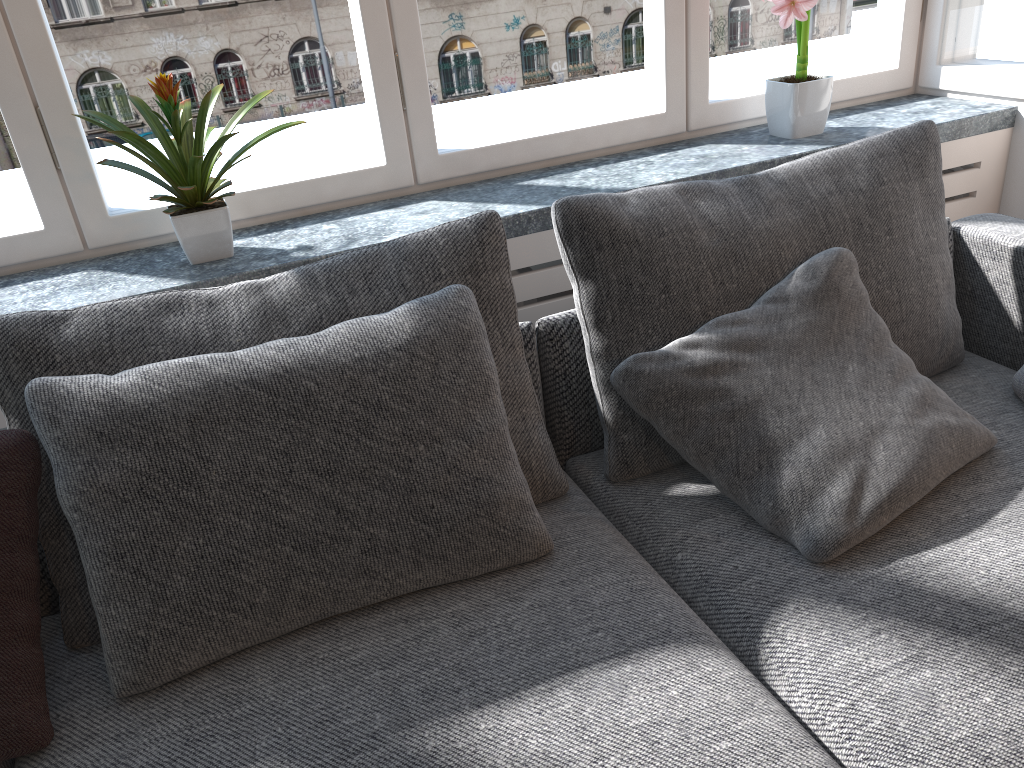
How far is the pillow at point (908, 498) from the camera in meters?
1.3

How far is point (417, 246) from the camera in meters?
1.5

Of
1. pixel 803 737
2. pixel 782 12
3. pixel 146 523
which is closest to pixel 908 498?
pixel 803 737

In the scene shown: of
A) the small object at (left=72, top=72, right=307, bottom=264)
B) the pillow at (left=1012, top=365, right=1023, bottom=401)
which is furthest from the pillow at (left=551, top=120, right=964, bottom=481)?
the small object at (left=72, top=72, right=307, bottom=264)

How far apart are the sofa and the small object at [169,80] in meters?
0.6

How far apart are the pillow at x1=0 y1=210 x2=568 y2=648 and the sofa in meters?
0.0

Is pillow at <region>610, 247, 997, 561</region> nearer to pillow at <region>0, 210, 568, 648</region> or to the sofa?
the sofa

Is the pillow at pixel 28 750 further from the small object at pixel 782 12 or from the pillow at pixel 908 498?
the small object at pixel 782 12

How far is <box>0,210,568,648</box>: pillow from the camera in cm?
127

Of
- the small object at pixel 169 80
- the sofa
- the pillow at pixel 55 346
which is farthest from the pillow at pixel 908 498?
the small object at pixel 169 80
